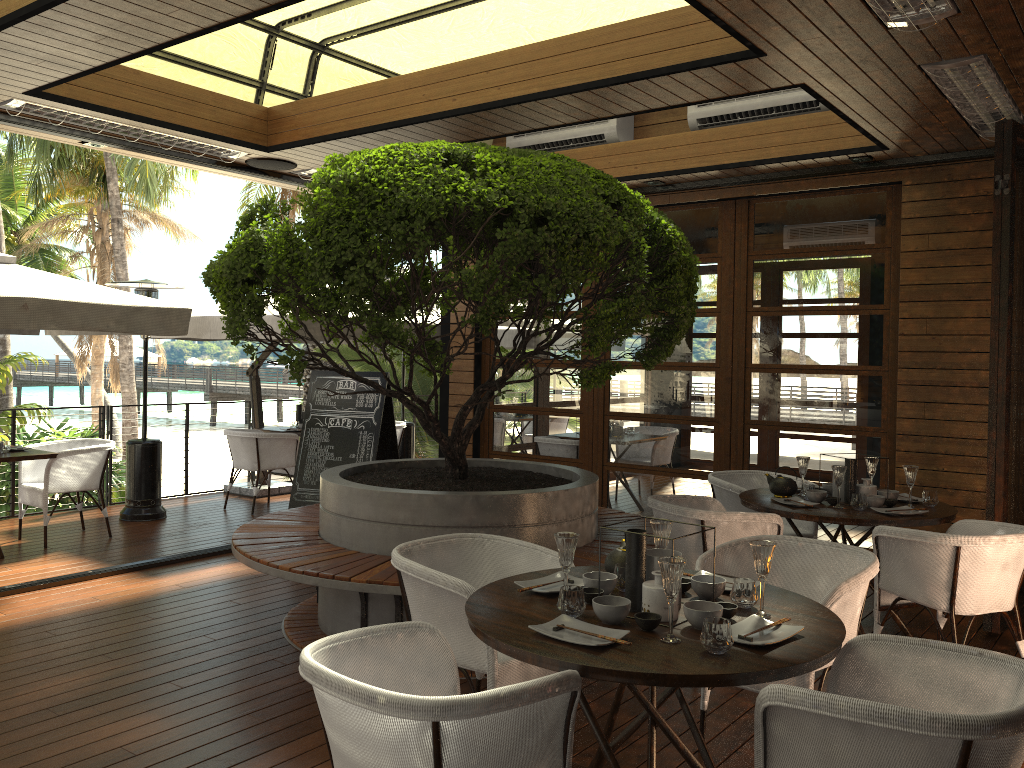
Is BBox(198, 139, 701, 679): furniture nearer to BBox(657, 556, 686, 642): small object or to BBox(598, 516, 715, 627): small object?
BBox(598, 516, 715, 627): small object

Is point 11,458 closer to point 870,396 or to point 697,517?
point 697,517

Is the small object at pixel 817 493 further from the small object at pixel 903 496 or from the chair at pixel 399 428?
the chair at pixel 399 428

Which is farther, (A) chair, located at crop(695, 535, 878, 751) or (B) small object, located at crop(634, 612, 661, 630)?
(A) chair, located at crop(695, 535, 878, 751)

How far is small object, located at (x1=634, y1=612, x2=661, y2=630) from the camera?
2.56m

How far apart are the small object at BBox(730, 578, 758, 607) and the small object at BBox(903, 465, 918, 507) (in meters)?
2.45

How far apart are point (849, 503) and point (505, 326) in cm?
432

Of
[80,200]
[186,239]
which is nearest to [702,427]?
[80,200]

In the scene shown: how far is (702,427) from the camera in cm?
735

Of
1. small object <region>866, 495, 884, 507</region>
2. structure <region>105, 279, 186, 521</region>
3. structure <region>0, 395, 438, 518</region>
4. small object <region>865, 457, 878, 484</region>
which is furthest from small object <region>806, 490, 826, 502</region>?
structure <region>0, 395, 438, 518</region>
